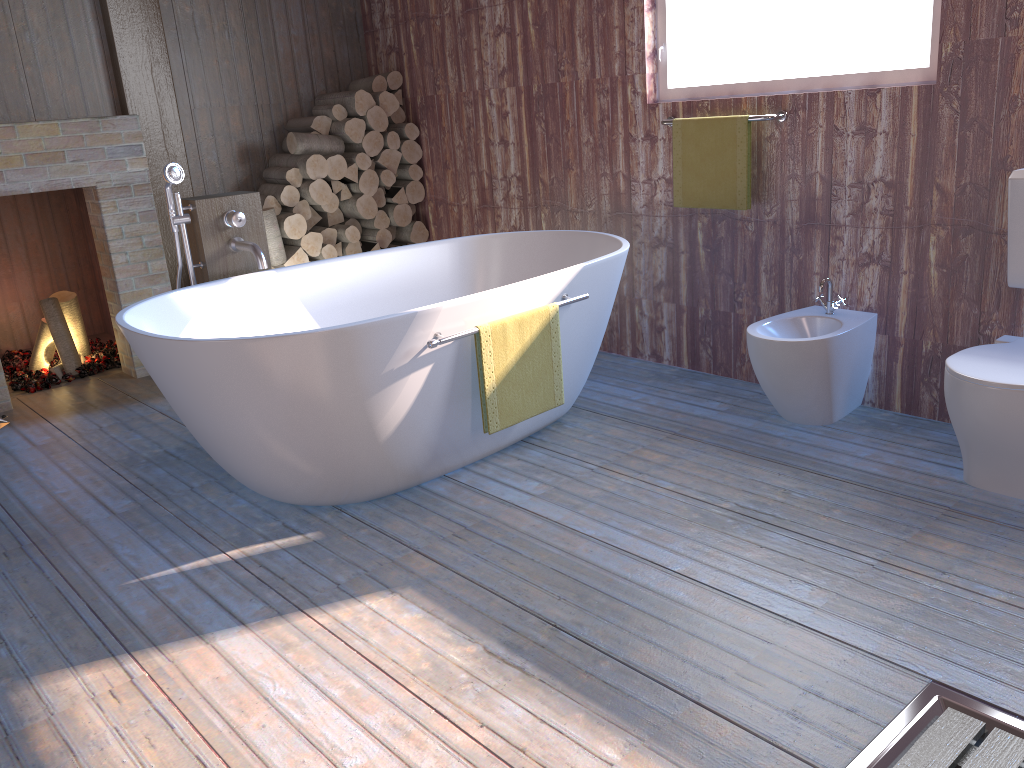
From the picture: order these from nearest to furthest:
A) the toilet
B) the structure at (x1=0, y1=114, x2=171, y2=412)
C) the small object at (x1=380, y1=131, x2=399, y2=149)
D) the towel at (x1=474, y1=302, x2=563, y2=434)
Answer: the toilet, the towel at (x1=474, y1=302, x2=563, y2=434), the structure at (x1=0, y1=114, x2=171, y2=412), the small object at (x1=380, y1=131, x2=399, y2=149)

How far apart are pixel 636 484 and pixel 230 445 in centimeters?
129cm

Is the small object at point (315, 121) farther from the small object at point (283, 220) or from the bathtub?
the bathtub

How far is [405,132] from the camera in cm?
508

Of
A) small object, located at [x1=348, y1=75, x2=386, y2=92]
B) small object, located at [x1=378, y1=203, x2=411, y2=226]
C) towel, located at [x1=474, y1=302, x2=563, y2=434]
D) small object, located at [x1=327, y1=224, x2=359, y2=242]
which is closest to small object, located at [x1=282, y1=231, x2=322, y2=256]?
small object, located at [x1=327, y1=224, x2=359, y2=242]

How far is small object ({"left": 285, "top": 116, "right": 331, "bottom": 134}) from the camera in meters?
4.9 m

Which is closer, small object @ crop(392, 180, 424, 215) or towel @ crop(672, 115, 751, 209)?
towel @ crop(672, 115, 751, 209)

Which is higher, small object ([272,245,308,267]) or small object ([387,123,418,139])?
small object ([387,123,418,139])

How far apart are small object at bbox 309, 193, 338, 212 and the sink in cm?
265

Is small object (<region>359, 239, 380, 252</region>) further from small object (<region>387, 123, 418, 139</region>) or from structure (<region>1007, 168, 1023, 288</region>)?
structure (<region>1007, 168, 1023, 288</region>)
